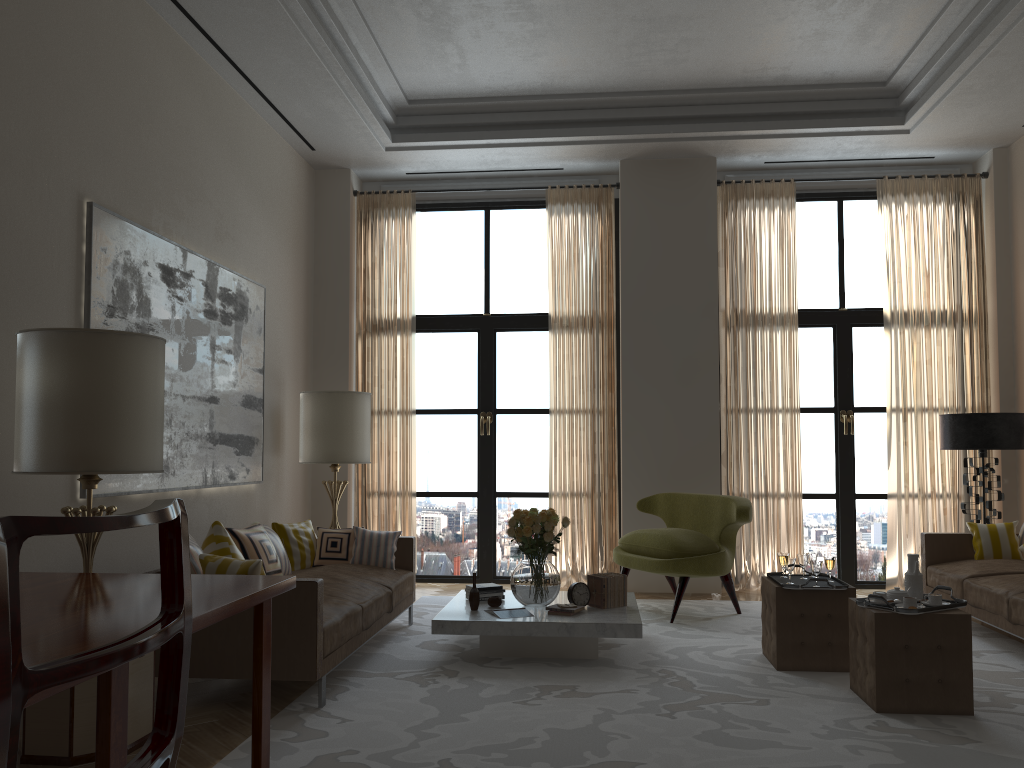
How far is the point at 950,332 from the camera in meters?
10.2

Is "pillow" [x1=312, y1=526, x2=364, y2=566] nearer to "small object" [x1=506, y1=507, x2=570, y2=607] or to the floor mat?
the floor mat

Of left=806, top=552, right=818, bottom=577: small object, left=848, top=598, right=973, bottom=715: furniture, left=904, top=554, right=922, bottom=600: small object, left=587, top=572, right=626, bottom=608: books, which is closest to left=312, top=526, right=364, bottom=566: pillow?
left=587, top=572, right=626, bottom=608: books

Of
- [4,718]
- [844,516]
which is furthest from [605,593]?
[4,718]

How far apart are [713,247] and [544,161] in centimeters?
225cm

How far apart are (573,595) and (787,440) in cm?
423

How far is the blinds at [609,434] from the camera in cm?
1041

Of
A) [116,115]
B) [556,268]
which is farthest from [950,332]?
[116,115]

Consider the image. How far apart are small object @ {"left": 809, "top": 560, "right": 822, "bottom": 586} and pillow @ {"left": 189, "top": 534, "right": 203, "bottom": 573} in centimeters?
430cm

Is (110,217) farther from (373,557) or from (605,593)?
(605,593)
